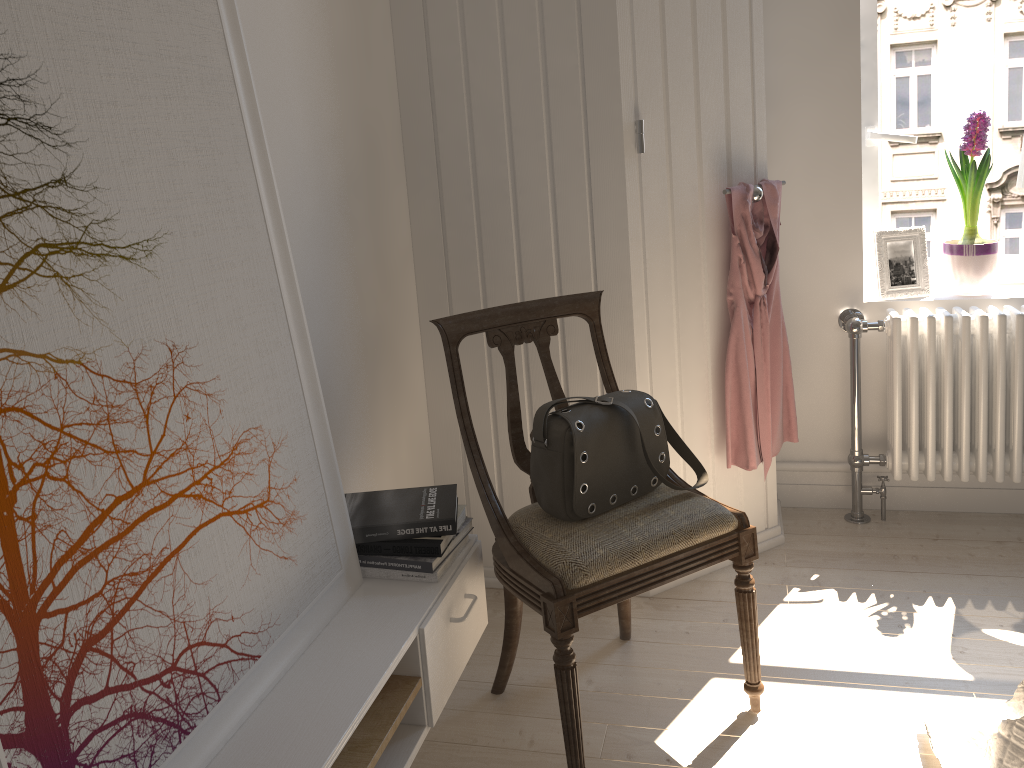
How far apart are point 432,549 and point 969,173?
2.06m

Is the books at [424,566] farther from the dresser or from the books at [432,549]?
the dresser

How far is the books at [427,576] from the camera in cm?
174

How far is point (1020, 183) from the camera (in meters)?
2.68

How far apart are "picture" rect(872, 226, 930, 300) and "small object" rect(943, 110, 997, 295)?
0.1 meters

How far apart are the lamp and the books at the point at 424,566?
2.0m

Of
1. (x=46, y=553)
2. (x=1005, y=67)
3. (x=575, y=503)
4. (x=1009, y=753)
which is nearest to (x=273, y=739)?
(x=46, y=553)

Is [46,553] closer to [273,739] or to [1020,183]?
[273,739]

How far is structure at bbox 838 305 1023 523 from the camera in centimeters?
261cm

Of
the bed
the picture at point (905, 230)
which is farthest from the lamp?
the bed
